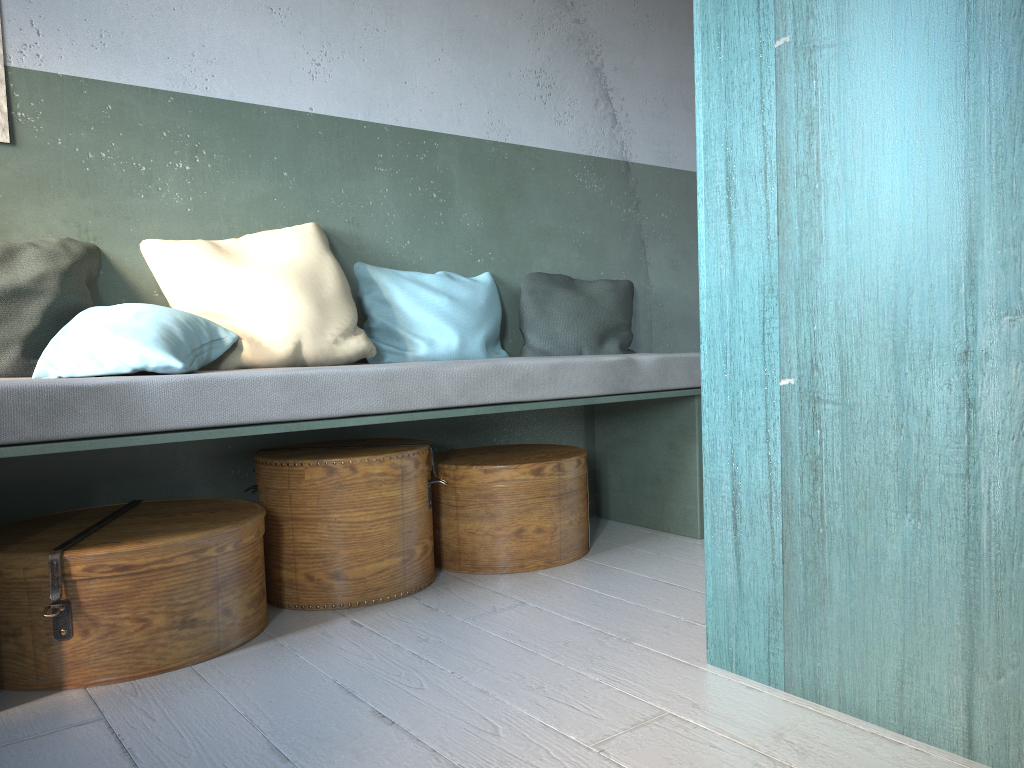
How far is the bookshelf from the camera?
1.66m

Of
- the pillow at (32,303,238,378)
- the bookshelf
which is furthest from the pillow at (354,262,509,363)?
the bookshelf

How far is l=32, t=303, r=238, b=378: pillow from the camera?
2.8 meters

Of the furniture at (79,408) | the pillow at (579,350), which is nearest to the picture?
the furniture at (79,408)

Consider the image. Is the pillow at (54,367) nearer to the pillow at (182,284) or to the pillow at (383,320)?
the pillow at (182,284)

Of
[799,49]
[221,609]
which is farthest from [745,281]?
[221,609]

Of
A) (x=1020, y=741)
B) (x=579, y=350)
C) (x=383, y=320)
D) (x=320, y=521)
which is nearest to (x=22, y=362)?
(x=320, y=521)

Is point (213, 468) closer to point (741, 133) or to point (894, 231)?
point (741, 133)

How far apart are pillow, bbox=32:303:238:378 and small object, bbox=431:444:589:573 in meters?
0.9 m

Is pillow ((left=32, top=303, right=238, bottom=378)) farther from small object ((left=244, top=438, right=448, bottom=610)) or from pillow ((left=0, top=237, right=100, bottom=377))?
small object ((left=244, top=438, right=448, bottom=610))
